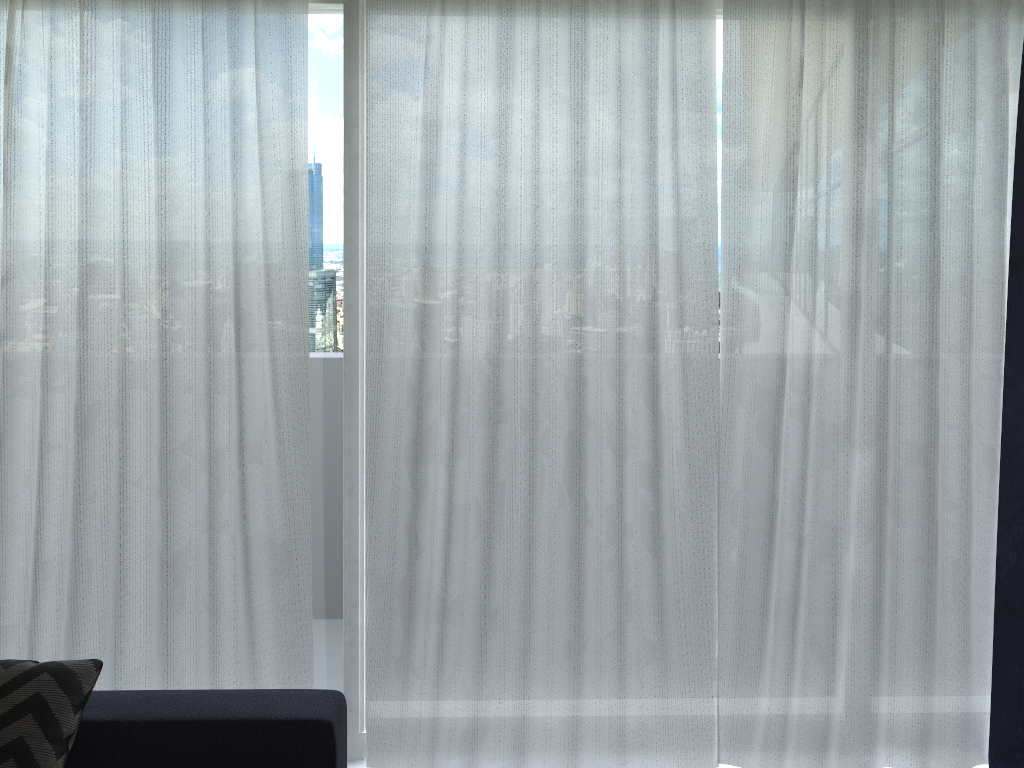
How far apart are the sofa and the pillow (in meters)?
0.06

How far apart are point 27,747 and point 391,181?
1.8 meters

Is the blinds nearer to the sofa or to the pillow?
the sofa

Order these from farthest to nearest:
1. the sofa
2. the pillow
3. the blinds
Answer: the blinds → the sofa → the pillow

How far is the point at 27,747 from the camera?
Result: 2.1 meters

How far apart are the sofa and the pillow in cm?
6

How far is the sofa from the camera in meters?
2.2 m

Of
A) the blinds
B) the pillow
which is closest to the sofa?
the pillow

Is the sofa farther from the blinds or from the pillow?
the blinds

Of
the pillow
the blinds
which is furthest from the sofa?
the blinds
